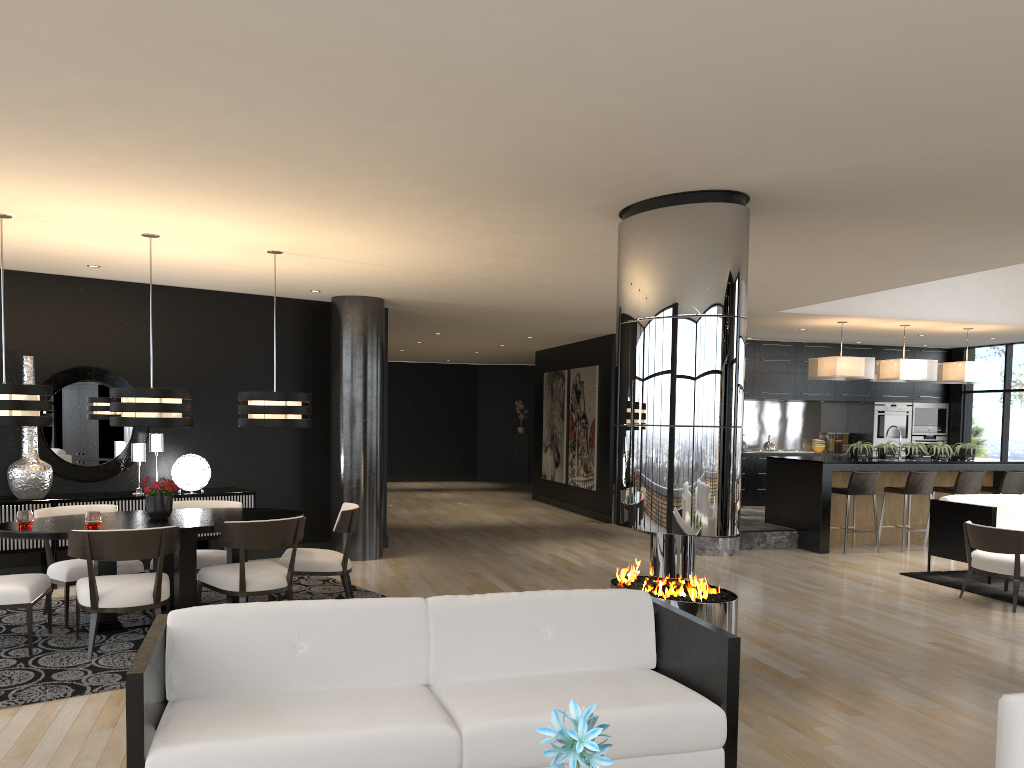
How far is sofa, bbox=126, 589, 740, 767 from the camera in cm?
271

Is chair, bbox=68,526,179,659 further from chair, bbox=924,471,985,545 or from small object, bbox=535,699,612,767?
chair, bbox=924,471,985,545

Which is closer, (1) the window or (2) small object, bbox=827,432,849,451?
(1) the window

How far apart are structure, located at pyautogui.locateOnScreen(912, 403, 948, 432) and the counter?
3.4 meters

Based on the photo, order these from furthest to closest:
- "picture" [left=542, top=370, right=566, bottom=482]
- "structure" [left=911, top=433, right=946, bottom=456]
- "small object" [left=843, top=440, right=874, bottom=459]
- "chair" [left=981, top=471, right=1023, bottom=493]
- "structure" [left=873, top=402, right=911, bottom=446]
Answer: "picture" [left=542, top=370, right=566, bottom=482]
"structure" [left=911, top=433, right=946, bottom=456]
"structure" [left=873, top=402, right=911, bottom=446]
"chair" [left=981, top=471, right=1023, bottom=493]
"small object" [left=843, top=440, right=874, bottom=459]

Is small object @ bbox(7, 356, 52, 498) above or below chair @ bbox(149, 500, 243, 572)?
above

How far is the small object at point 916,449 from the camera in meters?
10.6

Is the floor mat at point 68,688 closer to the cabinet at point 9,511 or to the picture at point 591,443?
the cabinet at point 9,511

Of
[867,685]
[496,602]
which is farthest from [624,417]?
[867,685]

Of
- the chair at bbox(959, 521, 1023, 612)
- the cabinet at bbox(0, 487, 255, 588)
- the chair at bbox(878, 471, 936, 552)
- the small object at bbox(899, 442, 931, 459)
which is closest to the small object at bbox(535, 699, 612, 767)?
the chair at bbox(959, 521, 1023, 612)
